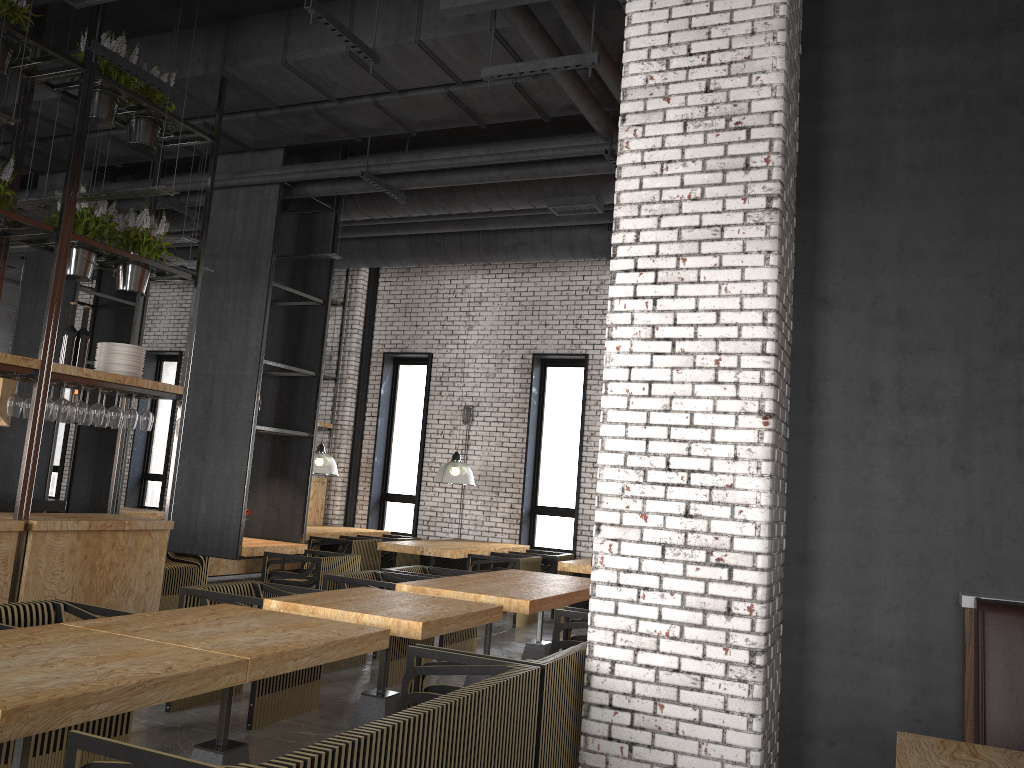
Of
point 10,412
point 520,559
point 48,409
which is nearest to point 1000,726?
point 48,409

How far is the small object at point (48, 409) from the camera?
5.72m

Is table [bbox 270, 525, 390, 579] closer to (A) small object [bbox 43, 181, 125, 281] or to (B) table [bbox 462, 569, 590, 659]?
(B) table [bbox 462, 569, 590, 659]

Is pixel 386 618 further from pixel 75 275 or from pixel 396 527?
pixel 396 527

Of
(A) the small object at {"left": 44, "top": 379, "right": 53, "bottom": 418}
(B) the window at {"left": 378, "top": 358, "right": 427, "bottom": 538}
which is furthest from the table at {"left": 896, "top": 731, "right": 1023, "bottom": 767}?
(B) the window at {"left": 378, "top": 358, "right": 427, "bottom": 538}

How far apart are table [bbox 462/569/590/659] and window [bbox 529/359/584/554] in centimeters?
443cm

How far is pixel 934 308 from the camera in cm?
430

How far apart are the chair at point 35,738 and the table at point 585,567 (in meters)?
5.50

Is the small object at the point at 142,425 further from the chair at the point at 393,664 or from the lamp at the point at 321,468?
the lamp at the point at 321,468

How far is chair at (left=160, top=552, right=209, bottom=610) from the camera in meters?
8.7
